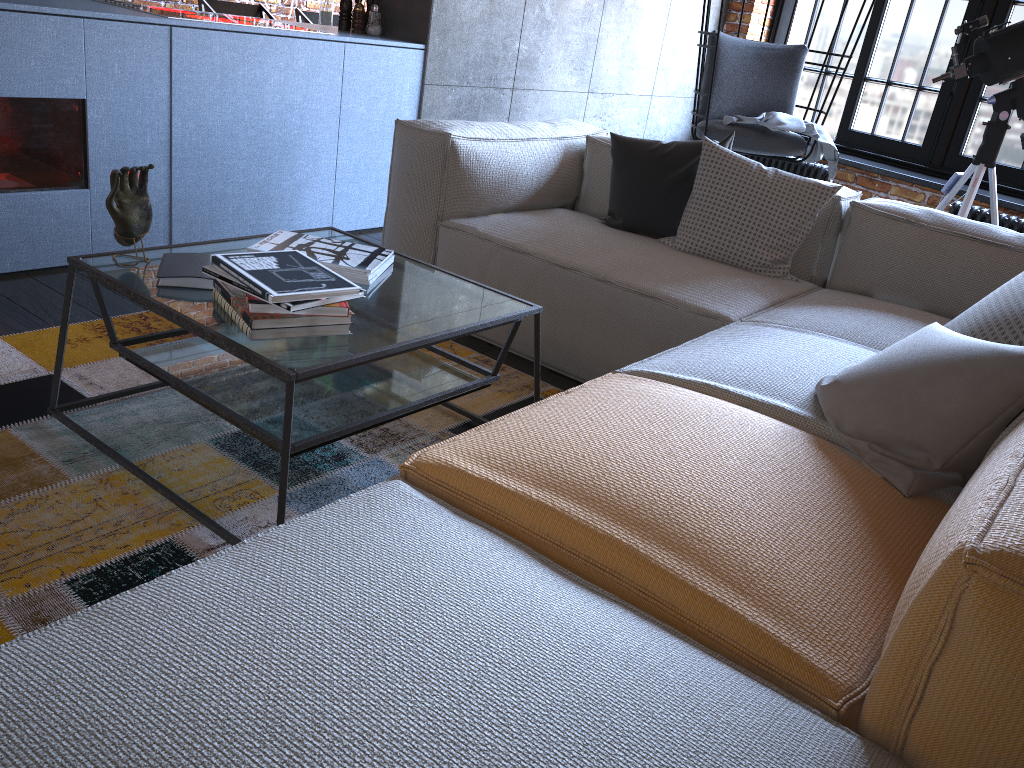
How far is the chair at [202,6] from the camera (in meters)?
5.73

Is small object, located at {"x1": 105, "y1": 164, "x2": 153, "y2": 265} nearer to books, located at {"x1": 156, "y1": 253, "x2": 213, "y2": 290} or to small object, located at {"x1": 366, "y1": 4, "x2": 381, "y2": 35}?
books, located at {"x1": 156, "y1": 253, "x2": 213, "y2": 290}

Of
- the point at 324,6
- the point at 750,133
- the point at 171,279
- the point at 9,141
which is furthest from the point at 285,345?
the point at 324,6

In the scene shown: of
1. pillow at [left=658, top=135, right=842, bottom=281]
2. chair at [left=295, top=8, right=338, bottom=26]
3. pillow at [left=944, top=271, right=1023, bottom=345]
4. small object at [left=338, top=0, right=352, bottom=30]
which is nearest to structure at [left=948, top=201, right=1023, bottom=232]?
pillow at [left=658, top=135, right=842, bottom=281]

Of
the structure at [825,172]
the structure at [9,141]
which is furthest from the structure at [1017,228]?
the structure at [9,141]

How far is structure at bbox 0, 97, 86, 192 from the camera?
2.8 meters

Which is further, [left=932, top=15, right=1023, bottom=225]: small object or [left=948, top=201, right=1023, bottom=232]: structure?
[left=948, top=201, right=1023, bottom=232]: structure

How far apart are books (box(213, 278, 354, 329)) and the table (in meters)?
0.03

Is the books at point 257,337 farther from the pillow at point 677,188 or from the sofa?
the pillow at point 677,188

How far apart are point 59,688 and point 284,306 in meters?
0.9
